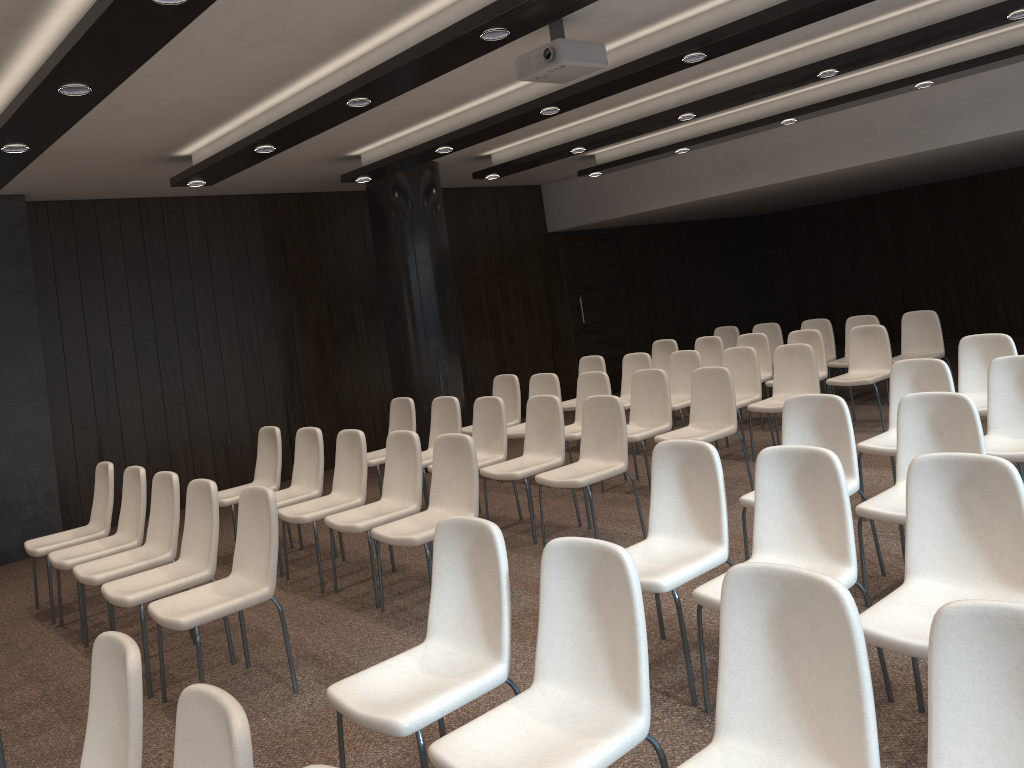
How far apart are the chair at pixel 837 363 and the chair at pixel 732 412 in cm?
313

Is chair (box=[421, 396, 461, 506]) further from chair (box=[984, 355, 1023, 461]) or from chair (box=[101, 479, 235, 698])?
chair (box=[984, 355, 1023, 461])

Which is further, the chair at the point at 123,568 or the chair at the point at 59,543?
the chair at the point at 59,543

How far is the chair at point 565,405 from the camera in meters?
9.1

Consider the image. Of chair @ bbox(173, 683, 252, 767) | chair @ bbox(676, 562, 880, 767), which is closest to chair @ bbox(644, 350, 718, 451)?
chair @ bbox(676, 562, 880, 767)

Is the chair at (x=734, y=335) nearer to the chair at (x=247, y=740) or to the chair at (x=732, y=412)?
the chair at (x=732, y=412)

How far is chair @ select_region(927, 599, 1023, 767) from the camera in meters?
1.8

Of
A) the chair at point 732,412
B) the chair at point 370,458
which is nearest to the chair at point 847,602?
the chair at point 732,412

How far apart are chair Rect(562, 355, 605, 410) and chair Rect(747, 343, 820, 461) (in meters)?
2.05

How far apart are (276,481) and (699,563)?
4.1m
